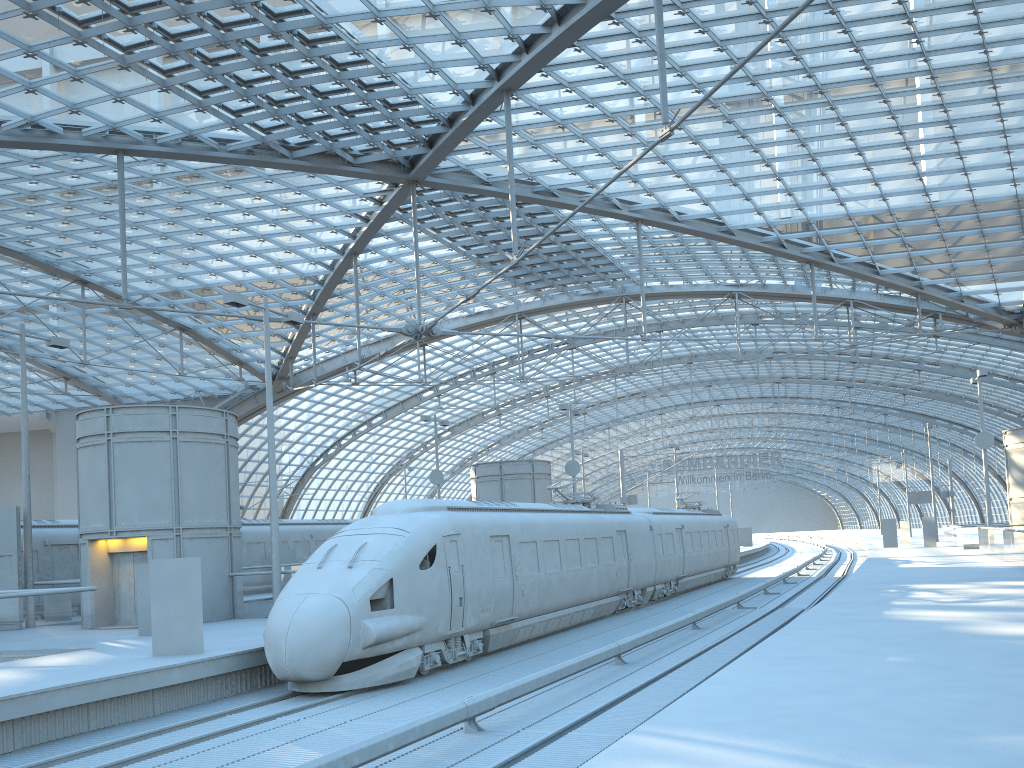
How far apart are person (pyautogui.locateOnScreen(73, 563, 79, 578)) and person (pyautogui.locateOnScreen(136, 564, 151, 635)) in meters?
9.4

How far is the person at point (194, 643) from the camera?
14.8m

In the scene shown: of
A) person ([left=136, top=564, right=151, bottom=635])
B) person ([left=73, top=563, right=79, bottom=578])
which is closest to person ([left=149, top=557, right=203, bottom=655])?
person ([left=136, top=564, right=151, bottom=635])

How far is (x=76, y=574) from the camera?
26.6m

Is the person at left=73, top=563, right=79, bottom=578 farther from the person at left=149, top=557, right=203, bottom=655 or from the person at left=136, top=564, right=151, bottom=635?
the person at left=149, top=557, right=203, bottom=655

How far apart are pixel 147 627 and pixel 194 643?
4.7m

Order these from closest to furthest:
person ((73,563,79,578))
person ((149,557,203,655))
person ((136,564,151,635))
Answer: person ((149,557,203,655))
person ((136,564,151,635))
person ((73,563,79,578))

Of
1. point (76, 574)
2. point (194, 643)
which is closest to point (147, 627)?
point (194, 643)

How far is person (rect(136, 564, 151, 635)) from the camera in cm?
1876

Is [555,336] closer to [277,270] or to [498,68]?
[498,68]
